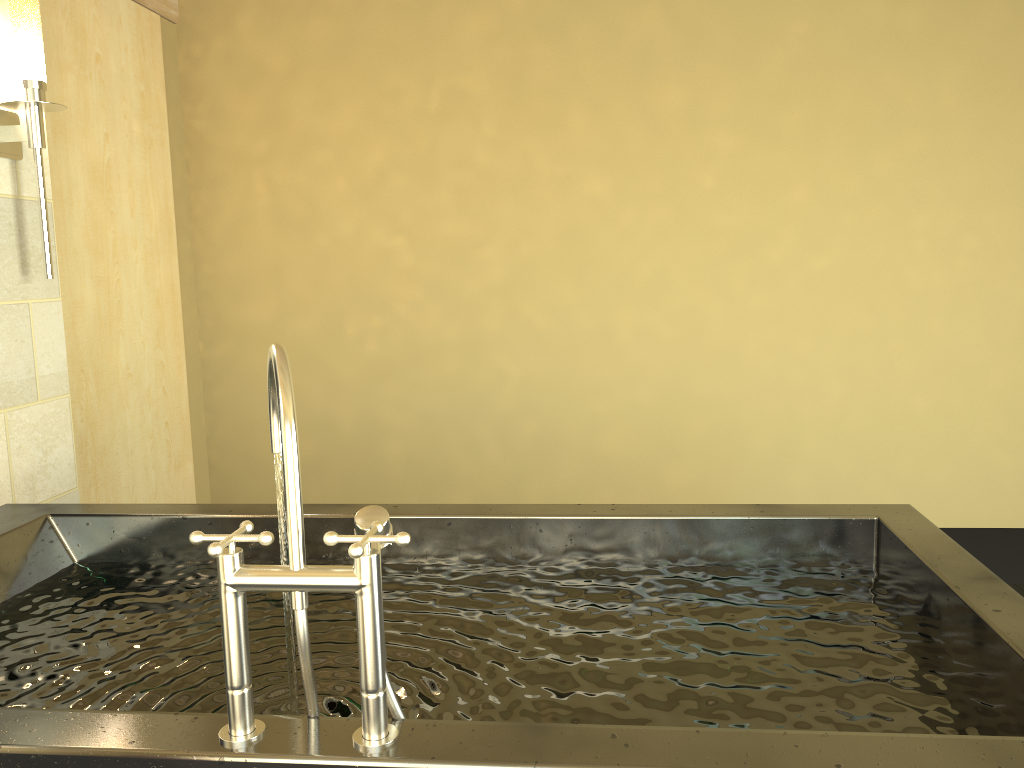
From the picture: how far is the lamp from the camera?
2.5m

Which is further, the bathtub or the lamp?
the lamp

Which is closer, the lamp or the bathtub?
the bathtub

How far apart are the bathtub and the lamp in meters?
0.8 m

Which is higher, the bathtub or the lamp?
the lamp

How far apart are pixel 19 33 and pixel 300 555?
2.20m

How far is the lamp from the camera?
2.49m

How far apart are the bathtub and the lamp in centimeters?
78cm

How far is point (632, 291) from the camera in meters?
4.2

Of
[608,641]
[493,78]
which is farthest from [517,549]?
[493,78]
